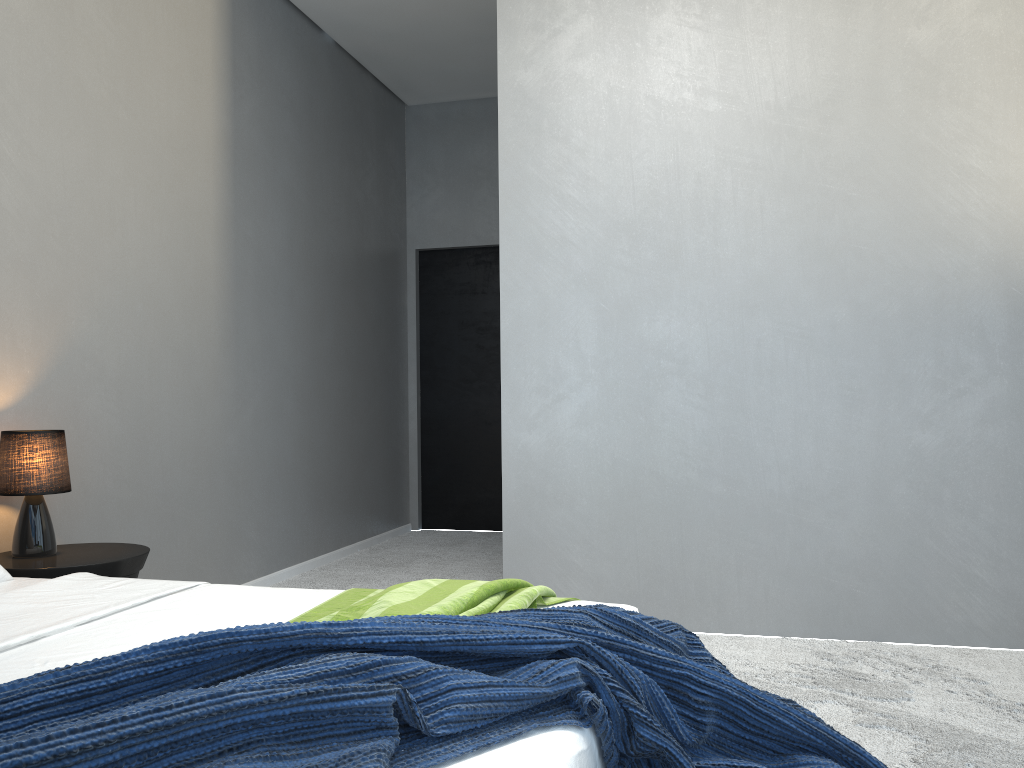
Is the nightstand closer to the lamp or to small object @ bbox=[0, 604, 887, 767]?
the lamp

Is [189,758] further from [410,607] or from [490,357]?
[490,357]

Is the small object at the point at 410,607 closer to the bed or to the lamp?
the bed

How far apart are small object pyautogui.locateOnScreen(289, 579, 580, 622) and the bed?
0.0m

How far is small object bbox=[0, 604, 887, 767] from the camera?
0.9m

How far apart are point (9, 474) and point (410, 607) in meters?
1.8 m

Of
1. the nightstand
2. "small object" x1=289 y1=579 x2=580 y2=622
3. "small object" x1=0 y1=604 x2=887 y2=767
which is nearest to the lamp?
the nightstand

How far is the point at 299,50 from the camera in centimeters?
493cm

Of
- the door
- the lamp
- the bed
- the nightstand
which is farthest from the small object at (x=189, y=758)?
the door

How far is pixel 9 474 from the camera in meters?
2.8
